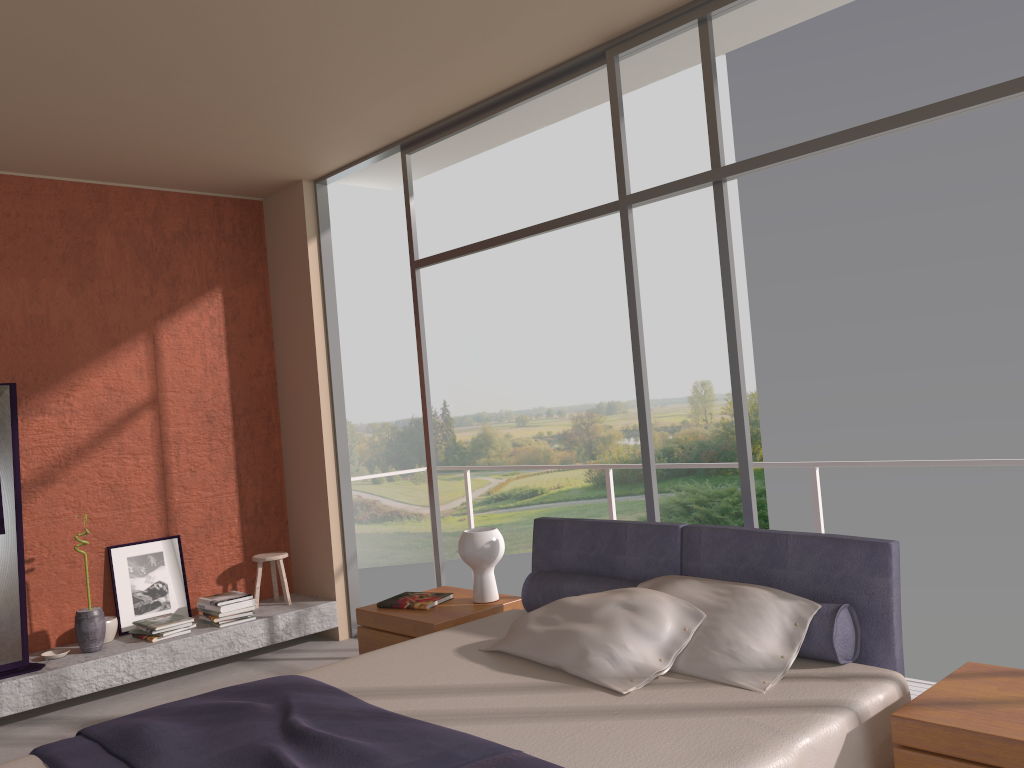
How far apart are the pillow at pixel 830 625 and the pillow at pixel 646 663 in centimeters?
24cm

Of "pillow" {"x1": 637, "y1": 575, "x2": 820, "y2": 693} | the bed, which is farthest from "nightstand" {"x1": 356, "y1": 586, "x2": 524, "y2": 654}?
"pillow" {"x1": 637, "y1": 575, "x2": 820, "y2": 693}

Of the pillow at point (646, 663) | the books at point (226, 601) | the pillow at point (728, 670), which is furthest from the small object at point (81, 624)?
the pillow at point (728, 670)

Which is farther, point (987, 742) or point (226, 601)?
point (226, 601)

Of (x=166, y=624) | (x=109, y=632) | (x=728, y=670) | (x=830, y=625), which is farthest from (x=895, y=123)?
(x=109, y=632)

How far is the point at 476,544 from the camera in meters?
4.2 m

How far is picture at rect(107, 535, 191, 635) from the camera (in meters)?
5.57

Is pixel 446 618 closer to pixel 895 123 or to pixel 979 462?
pixel 979 462

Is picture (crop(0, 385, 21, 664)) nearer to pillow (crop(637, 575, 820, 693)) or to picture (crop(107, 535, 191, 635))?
picture (crop(107, 535, 191, 635))

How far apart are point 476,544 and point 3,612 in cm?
268
